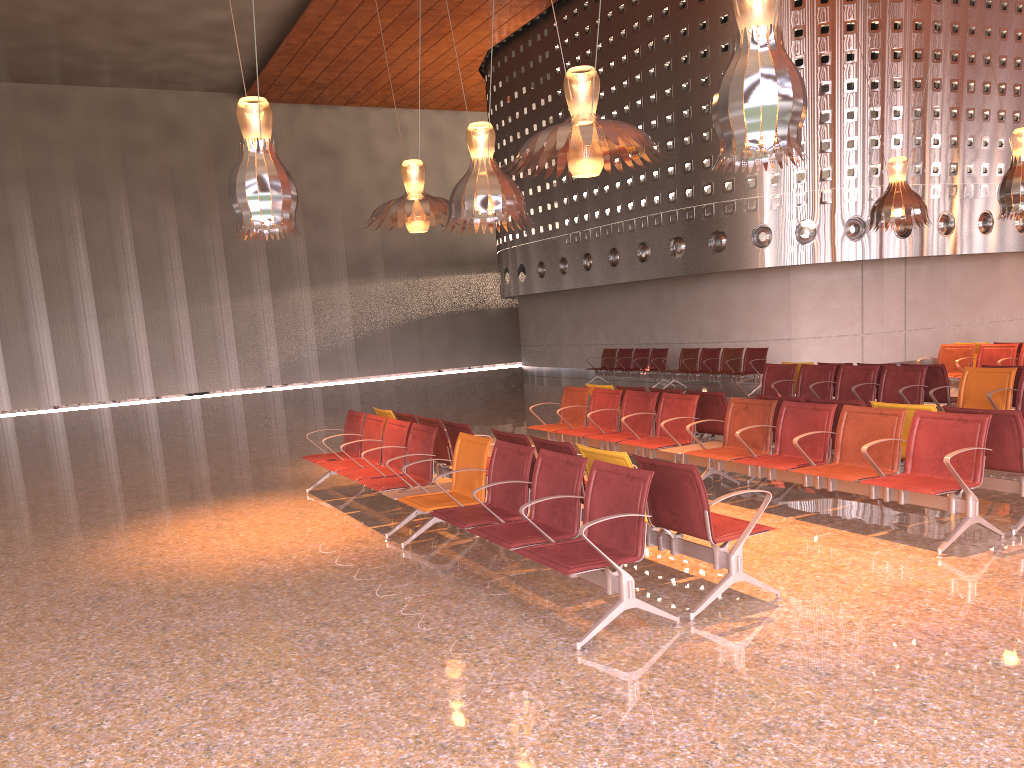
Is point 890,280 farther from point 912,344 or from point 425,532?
point 425,532
